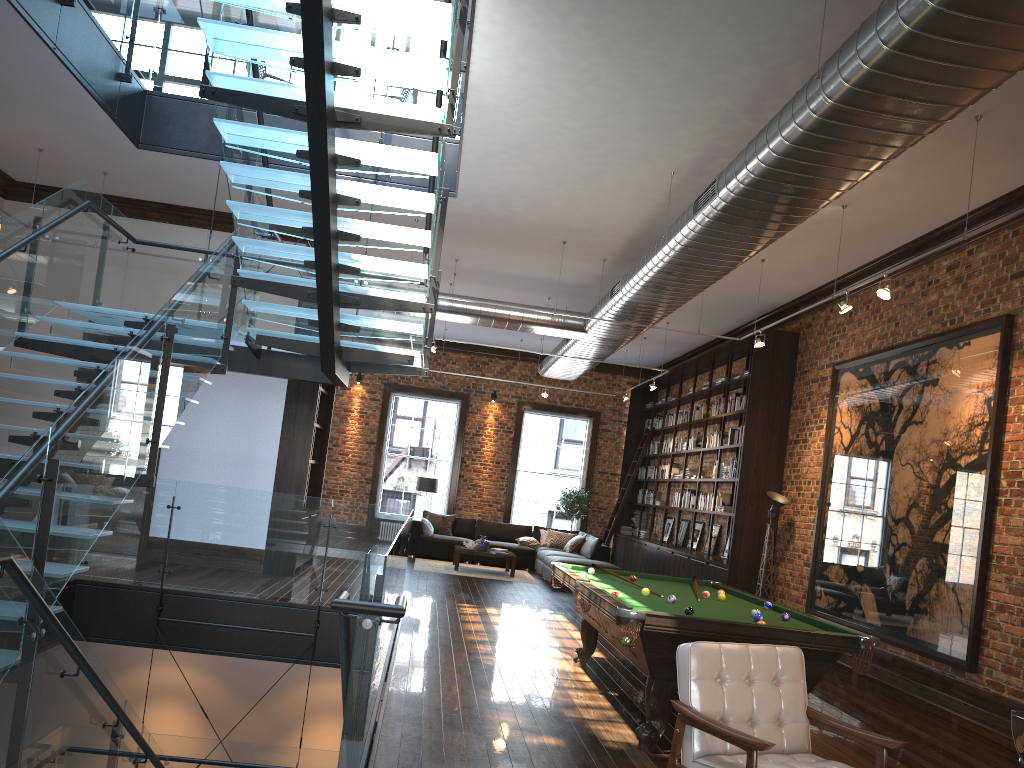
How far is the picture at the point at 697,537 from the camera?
15.0m

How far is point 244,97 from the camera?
5.7 meters

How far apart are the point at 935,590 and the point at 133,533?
7.7m

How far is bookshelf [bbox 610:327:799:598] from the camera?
11.8m

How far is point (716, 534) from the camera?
14.11m

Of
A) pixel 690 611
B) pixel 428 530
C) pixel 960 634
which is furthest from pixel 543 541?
pixel 690 611

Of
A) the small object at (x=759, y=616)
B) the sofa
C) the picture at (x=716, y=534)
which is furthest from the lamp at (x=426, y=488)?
the small object at (x=759, y=616)

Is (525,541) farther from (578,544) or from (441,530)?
(441,530)

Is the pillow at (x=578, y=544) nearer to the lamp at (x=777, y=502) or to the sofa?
the sofa

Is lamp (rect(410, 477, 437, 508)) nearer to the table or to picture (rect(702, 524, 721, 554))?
the table
